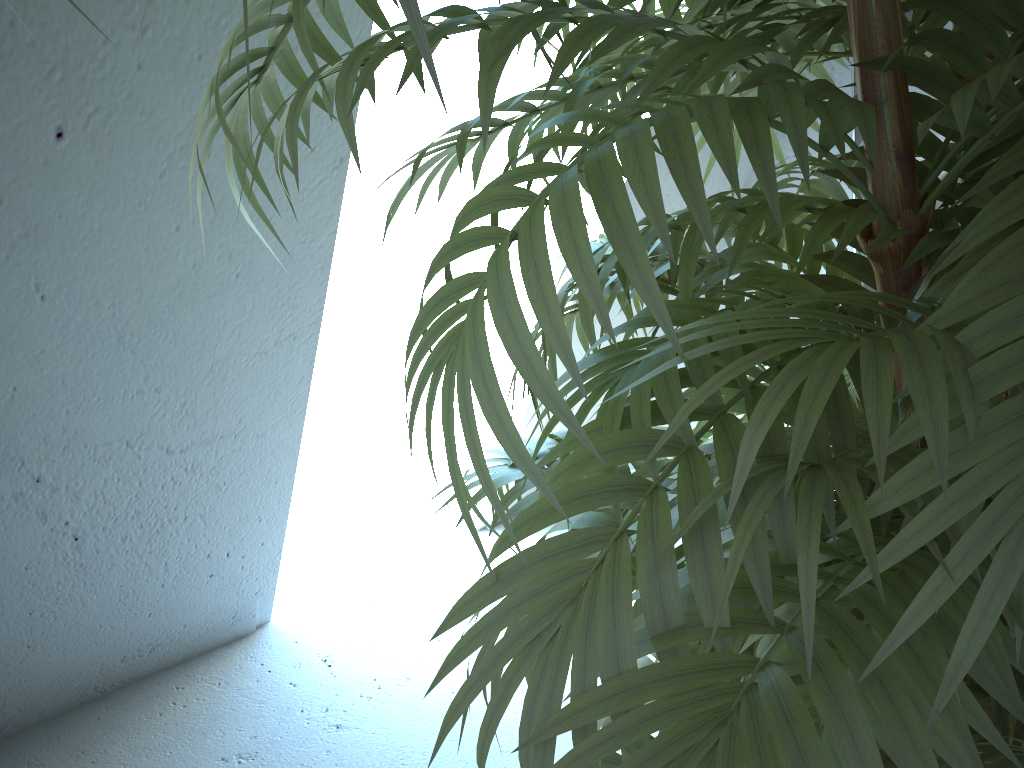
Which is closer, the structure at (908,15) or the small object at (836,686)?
the small object at (836,686)

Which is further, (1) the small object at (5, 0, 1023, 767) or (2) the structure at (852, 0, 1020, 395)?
(2) the structure at (852, 0, 1020, 395)

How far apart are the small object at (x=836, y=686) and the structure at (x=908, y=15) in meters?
1.0

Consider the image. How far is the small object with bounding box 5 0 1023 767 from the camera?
0.33m

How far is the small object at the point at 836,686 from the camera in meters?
0.3

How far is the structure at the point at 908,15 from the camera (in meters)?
1.72

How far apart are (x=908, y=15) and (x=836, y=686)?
1.7m

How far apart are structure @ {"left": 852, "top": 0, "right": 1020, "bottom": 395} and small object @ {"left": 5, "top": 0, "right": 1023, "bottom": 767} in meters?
1.0 m
